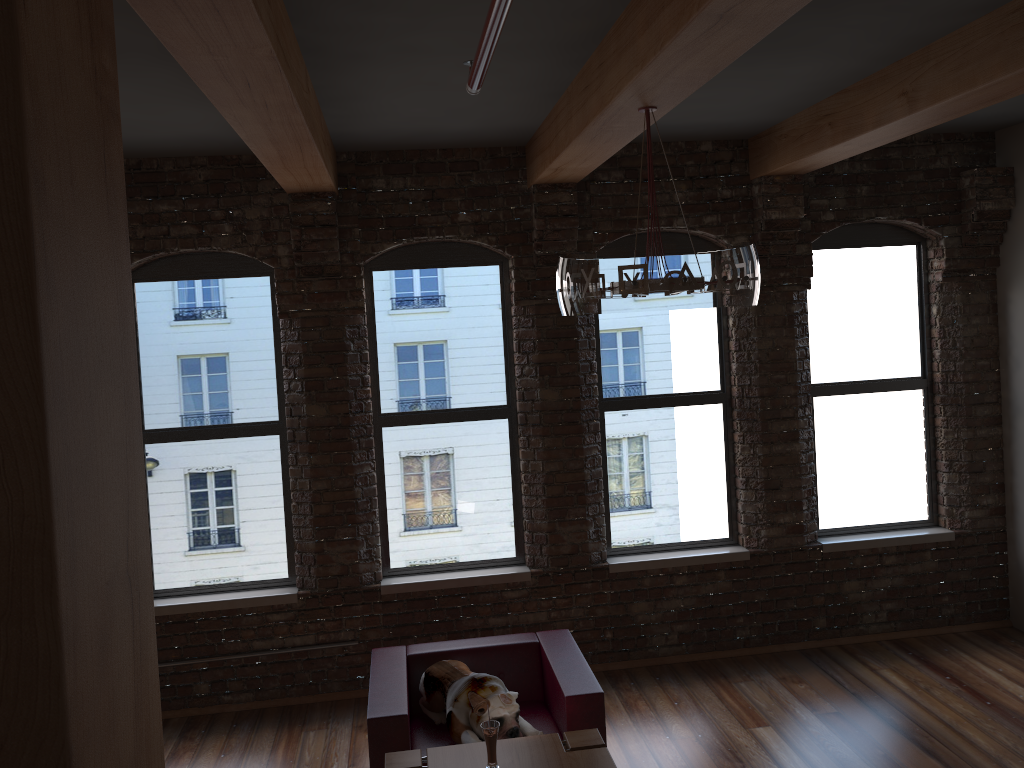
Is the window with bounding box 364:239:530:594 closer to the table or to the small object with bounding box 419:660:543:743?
the small object with bounding box 419:660:543:743

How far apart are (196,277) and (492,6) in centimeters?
404cm

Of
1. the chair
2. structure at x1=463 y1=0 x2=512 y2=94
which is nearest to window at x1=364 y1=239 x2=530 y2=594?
the chair

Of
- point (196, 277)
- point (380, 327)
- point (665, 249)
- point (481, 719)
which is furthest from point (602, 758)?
point (196, 277)

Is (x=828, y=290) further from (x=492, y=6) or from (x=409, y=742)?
(x=492, y=6)

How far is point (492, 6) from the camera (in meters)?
1.98

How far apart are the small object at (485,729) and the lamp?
1.66m

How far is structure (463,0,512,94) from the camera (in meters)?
1.98

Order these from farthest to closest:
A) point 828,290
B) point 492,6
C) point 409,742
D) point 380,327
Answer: point 828,290
point 380,327
point 409,742
point 492,6

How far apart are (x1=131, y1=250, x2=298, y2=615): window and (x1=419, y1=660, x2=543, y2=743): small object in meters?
1.4
